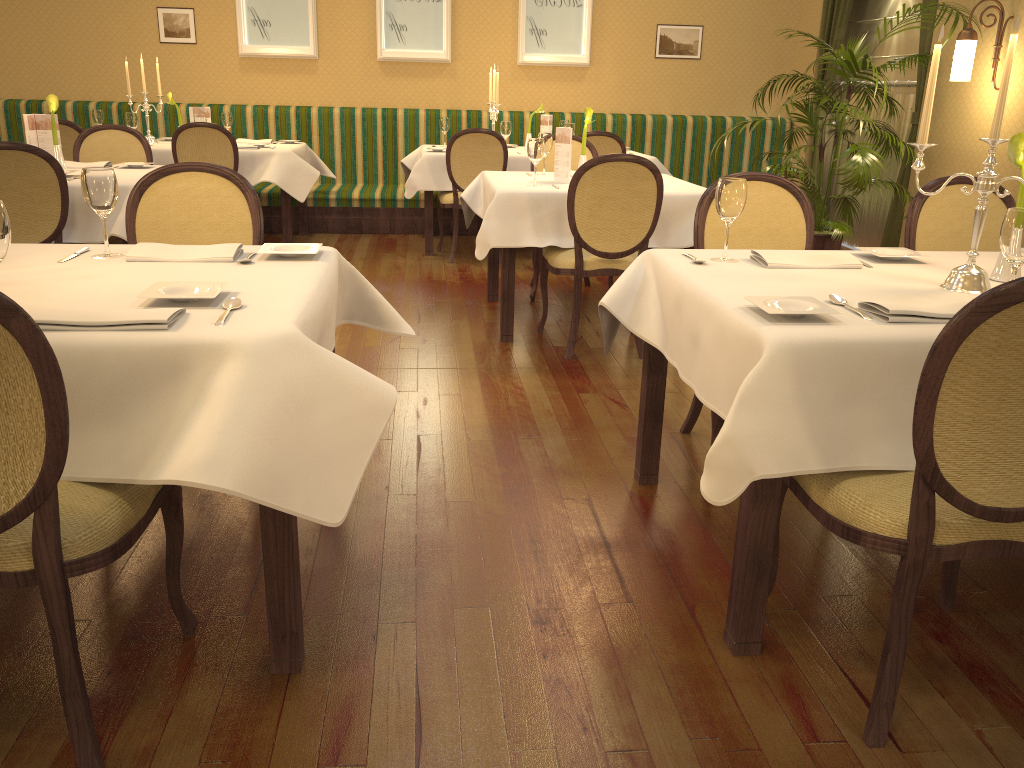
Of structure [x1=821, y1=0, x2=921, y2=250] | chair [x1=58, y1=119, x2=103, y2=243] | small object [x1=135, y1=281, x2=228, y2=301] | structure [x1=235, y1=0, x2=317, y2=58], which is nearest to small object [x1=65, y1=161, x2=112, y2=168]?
chair [x1=58, y1=119, x2=103, y2=243]

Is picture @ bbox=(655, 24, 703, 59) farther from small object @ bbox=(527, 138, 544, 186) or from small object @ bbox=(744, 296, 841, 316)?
small object @ bbox=(744, 296, 841, 316)

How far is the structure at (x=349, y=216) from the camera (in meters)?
7.57

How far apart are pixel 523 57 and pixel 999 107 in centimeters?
644cm

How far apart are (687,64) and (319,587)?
7.26m

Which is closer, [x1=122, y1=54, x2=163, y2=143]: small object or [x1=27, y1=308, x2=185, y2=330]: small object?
[x1=27, y1=308, x2=185, y2=330]: small object

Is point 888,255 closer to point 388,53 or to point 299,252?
point 299,252

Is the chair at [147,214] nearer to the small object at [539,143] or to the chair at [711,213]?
the chair at [711,213]

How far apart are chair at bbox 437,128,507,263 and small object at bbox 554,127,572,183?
1.7m

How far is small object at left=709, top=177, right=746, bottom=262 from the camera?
2.4 meters
